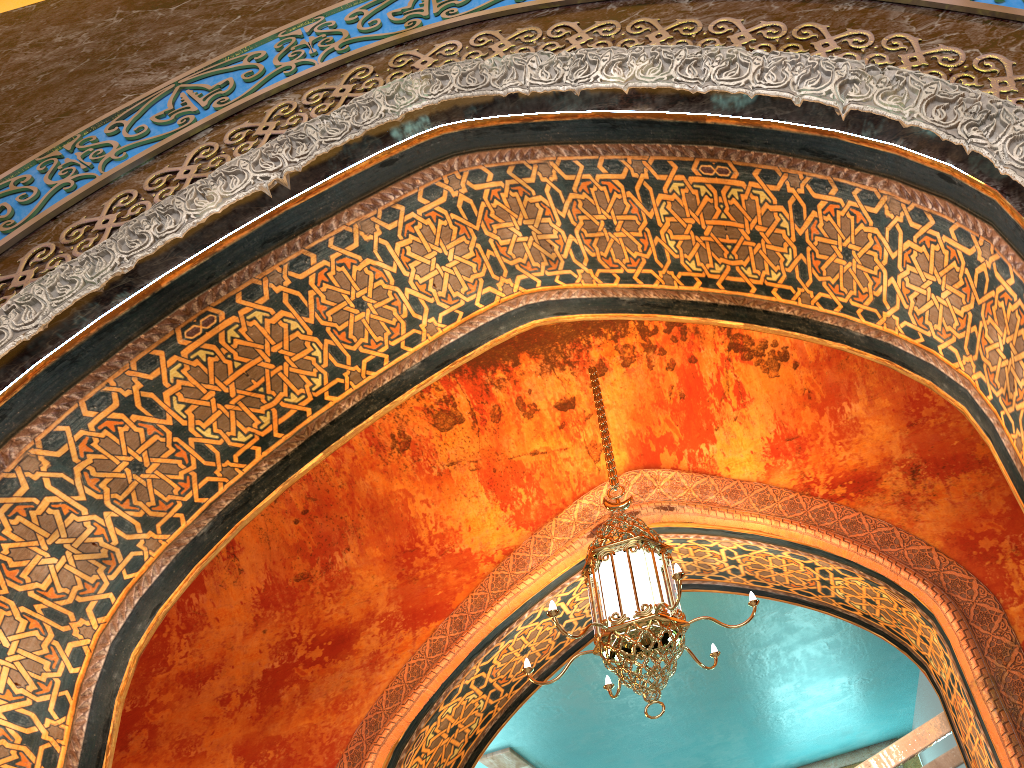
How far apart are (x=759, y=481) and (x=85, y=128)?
4.3m

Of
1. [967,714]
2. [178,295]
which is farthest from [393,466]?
[967,714]

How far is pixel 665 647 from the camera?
4.1 meters

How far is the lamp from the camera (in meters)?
4.14

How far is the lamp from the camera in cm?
414
